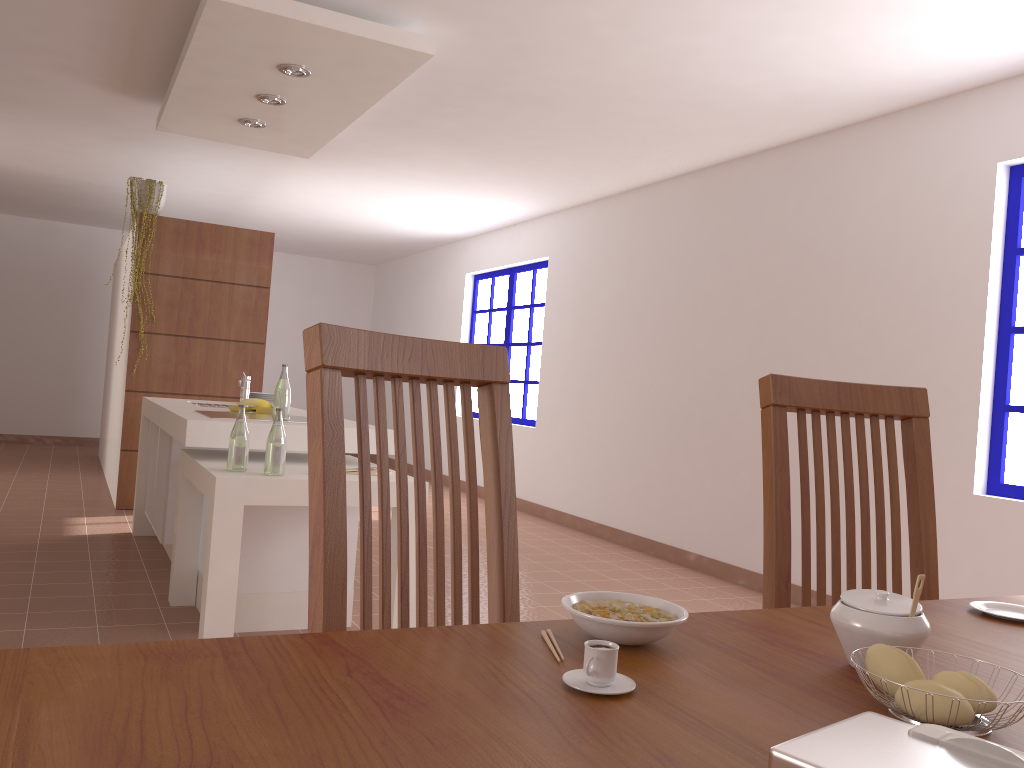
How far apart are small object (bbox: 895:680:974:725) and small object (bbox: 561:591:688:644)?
0.2m

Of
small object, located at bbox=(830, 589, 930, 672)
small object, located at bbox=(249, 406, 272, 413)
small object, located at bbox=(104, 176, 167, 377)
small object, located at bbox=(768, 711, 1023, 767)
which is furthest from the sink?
small object, located at bbox=(768, 711, 1023, 767)

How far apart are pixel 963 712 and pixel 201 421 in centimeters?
299cm

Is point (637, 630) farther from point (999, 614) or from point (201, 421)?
point (201, 421)

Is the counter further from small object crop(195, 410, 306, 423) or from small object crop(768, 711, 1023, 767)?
small object crop(768, 711, 1023, 767)

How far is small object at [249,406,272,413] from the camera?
→ 4.2m

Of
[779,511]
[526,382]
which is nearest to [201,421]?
[779,511]

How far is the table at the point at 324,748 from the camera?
0.61m

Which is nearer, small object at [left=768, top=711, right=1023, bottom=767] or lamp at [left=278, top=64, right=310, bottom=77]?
small object at [left=768, top=711, right=1023, bottom=767]

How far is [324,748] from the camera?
0.6 meters
